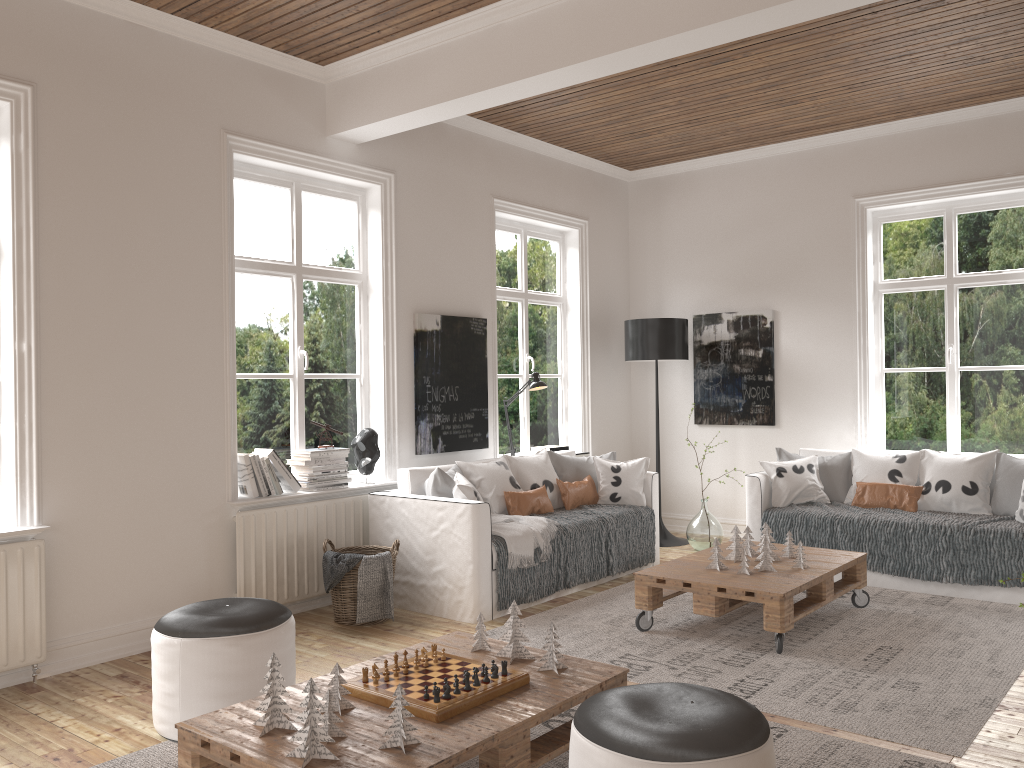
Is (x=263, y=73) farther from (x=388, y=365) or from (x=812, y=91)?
(x=812, y=91)

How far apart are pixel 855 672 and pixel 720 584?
0.7 meters

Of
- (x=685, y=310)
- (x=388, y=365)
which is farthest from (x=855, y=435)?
(x=388, y=365)

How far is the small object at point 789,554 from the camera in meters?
4.8

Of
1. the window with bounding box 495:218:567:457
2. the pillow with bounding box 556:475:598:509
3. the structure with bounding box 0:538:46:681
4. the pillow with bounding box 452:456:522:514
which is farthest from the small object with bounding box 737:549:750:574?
the structure with bounding box 0:538:46:681

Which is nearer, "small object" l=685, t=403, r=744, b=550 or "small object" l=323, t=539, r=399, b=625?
"small object" l=323, t=539, r=399, b=625

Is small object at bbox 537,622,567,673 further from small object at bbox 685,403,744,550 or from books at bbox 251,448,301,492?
small object at bbox 685,403,744,550

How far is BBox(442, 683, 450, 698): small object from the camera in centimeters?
261cm

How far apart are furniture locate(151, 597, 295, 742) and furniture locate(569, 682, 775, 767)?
1.38m

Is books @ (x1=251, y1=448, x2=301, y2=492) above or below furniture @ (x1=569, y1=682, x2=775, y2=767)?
above
